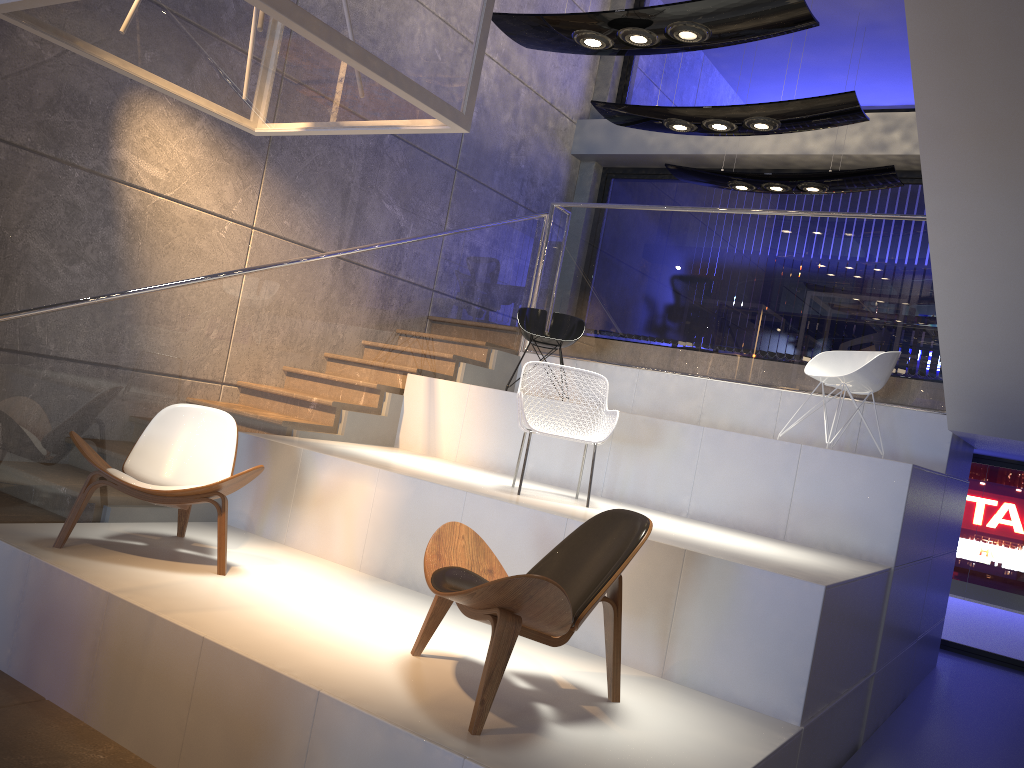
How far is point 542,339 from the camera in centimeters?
714cm

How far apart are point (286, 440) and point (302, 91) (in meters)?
2.92

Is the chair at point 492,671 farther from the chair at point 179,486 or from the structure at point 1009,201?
the structure at point 1009,201

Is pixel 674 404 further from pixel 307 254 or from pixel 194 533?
pixel 194 533

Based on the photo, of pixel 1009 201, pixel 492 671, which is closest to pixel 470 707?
pixel 492 671

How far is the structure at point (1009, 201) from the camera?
3.8m

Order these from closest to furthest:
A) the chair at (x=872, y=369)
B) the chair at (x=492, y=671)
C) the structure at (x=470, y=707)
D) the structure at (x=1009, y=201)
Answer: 1. the chair at (x=492, y=671)
2. the structure at (x=470, y=707)
3. the structure at (x=1009, y=201)
4. the chair at (x=872, y=369)

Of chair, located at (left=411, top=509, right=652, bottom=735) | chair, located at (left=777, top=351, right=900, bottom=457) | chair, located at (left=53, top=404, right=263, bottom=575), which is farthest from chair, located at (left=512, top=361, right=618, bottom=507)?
chair, located at (left=777, top=351, right=900, bottom=457)

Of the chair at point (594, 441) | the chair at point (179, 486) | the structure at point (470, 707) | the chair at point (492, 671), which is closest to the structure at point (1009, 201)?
the structure at point (470, 707)

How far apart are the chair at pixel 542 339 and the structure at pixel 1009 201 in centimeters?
42cm
